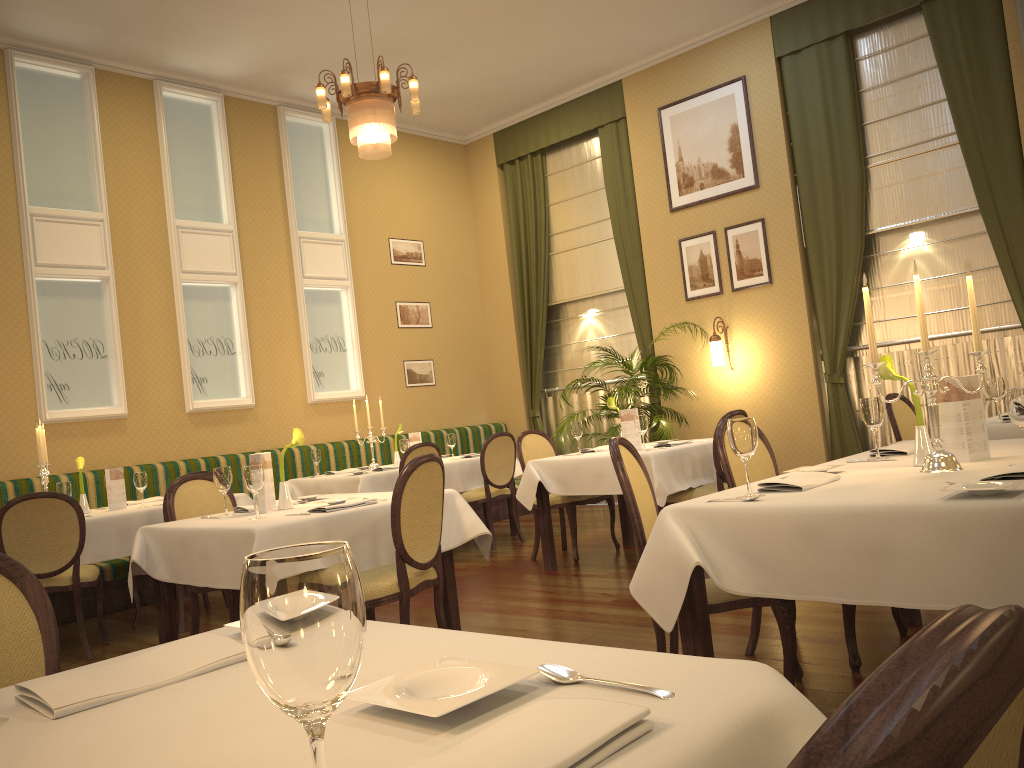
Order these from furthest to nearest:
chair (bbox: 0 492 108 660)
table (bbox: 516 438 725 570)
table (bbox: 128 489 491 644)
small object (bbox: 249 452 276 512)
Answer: table (bbox: 516 438 725 570) < chair (bbox: 0 492 108 660) < small object (bbox: 249 452 276 512) < table (bbox: 128 489 491 644)

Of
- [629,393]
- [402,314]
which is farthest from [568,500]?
[402,314]

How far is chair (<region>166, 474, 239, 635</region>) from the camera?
4.5 meters

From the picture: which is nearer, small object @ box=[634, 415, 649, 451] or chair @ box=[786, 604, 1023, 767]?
chair @ box=[786, 604, 1023, 767]

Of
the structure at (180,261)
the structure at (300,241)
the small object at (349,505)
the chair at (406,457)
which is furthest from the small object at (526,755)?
the structure at (300,241)

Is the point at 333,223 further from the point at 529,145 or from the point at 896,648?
the point at 896,648

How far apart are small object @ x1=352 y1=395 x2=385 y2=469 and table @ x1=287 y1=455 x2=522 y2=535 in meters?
0.5 m

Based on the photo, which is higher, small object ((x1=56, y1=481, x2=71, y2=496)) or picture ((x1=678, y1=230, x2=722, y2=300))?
picture ((x1=678, y1=230, x2=722, y2=300))

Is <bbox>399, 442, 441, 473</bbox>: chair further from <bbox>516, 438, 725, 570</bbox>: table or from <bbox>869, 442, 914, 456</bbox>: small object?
<bbox>869, 442, 914, 456</bbox>: small object

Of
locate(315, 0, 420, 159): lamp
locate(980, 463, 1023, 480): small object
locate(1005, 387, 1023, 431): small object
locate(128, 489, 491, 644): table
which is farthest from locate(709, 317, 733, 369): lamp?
locate(980, 463, 1023, 480): small object
